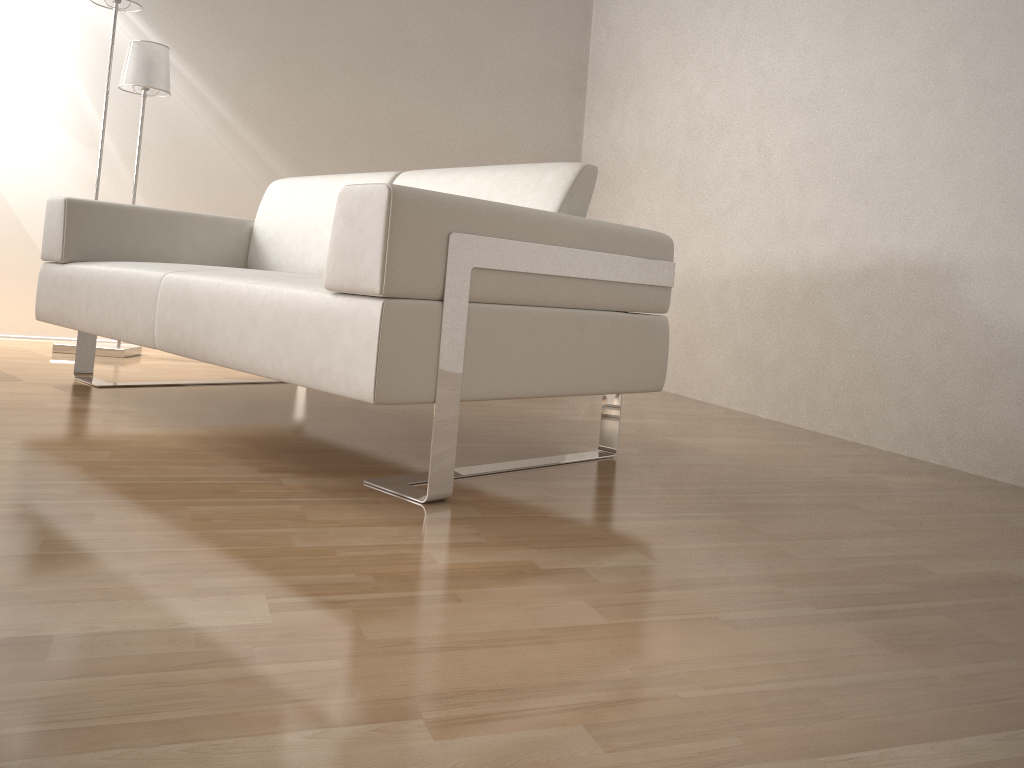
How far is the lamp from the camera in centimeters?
347cm

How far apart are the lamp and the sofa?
0.7 meters

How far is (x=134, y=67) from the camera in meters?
3.5

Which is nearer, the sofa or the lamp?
the sofa

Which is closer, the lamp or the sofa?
the sofa

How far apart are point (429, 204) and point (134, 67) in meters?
2.5

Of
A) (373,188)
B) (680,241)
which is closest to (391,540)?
(373,188)

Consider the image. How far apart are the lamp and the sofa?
0.7m

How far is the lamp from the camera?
3.47m

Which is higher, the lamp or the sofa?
the lamp
